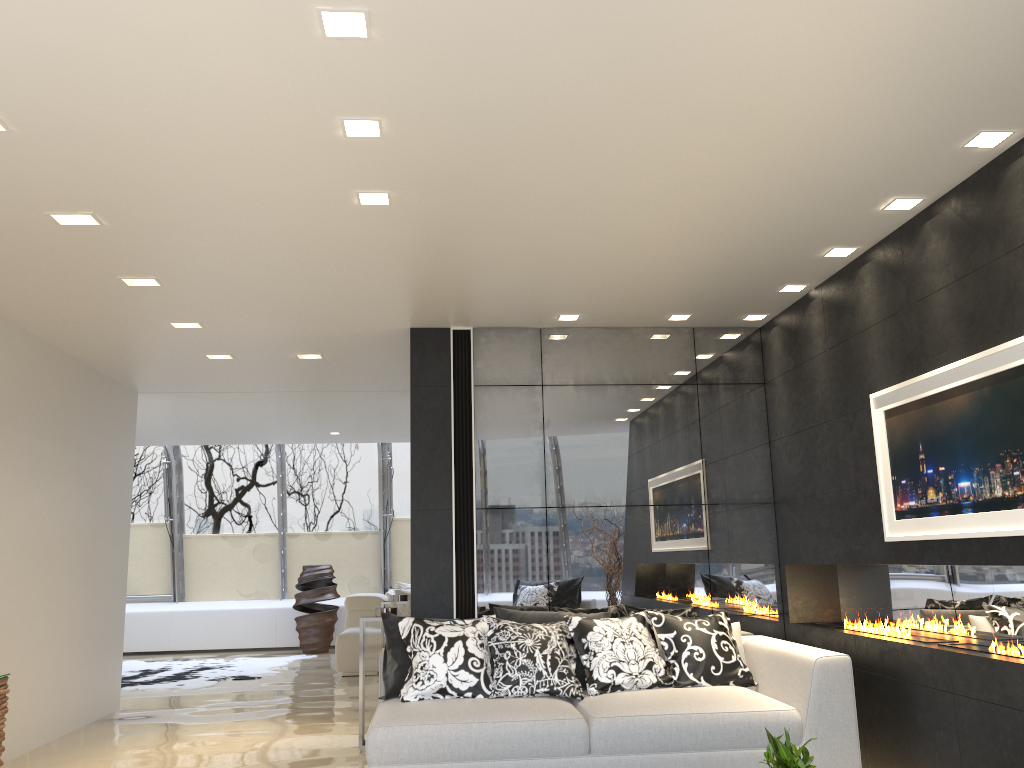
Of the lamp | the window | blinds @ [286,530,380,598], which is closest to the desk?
the lamp

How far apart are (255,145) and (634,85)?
1.53m

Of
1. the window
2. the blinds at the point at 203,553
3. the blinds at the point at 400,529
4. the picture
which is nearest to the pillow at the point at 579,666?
the picture

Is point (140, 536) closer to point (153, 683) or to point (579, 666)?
point (153, 683)

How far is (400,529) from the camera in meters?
13.8 m

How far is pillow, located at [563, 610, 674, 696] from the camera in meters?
5.3 m

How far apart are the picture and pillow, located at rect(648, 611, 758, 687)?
1.3 meters

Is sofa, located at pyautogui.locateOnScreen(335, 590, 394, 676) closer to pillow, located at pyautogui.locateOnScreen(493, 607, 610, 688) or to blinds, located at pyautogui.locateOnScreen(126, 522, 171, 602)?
blinds, located at pyautogui.locateOnScreen(126, 522, 171, 602)

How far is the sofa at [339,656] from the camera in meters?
9.9 m

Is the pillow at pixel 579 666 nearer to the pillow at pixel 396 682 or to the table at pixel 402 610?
the pillow at pixel 396 682
